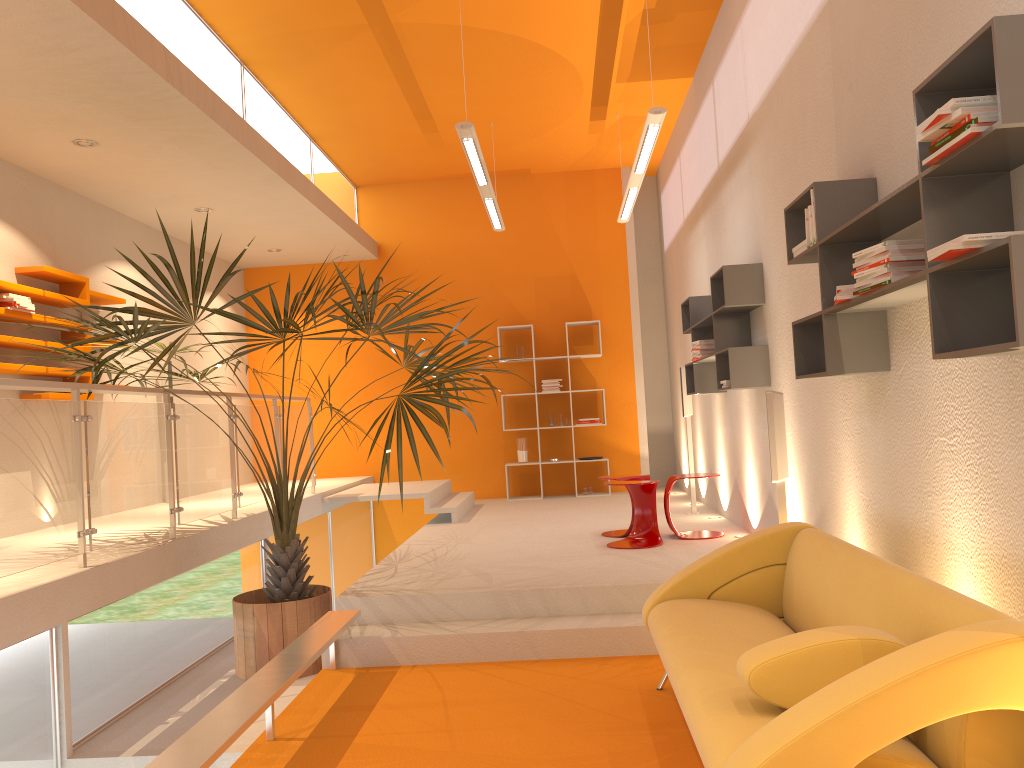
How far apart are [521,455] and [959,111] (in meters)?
8.21

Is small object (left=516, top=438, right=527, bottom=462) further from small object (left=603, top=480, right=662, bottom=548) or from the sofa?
the sofa

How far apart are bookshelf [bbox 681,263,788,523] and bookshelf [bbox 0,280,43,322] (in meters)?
4.63

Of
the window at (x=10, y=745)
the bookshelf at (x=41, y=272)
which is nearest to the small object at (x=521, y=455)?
the bookshelf at (x=41, y=272)

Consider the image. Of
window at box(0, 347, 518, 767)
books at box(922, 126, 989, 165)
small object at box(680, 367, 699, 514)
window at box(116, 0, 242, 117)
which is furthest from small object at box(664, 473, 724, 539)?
window at box(116, 0, 242, 117)

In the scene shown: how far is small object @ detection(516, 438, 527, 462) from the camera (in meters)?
10.23

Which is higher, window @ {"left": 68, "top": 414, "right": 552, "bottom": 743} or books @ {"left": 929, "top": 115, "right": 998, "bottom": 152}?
books @ {"left": 929, "top": 115, "right": 998, "bottom": 152}

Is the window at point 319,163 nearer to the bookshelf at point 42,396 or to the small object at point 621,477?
the bookshelf at point 42,396

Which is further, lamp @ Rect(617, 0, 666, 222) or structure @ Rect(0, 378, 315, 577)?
lamp @ Rect(617, 0, 666, 222)

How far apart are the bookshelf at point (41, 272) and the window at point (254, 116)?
1.78m
